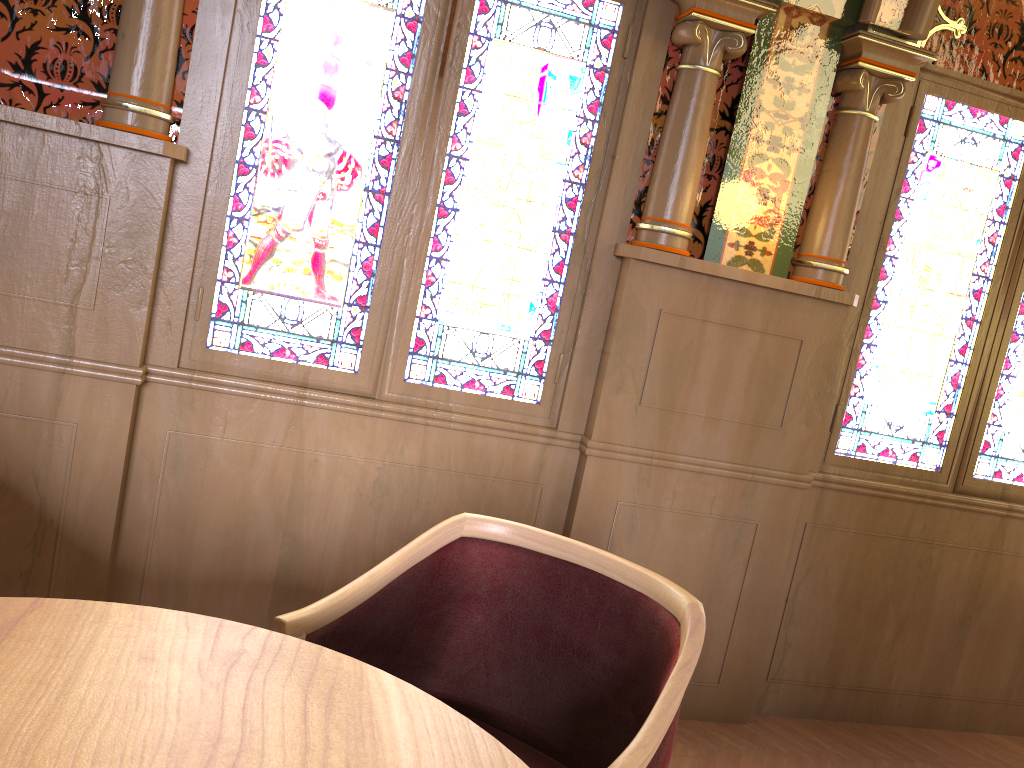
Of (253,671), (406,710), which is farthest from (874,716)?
(253,671)

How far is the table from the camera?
0.94m

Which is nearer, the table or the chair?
the table

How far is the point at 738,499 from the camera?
2.9 meters

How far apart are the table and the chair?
0.2 meters

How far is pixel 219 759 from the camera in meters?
0.9

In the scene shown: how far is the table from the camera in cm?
94

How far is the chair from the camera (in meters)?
1.52

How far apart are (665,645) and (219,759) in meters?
0.8 m

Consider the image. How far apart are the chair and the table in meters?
0.2
